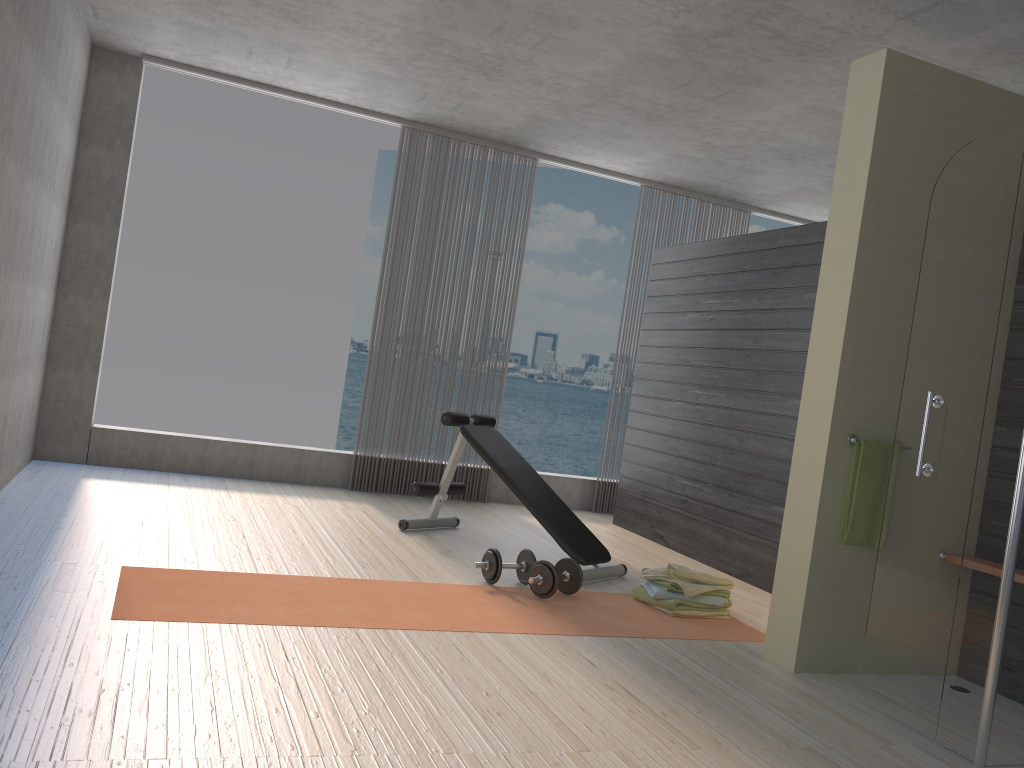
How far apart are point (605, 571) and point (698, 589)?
0.7m

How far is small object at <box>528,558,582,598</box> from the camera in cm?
407

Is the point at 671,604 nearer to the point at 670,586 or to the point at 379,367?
the point at 670,586

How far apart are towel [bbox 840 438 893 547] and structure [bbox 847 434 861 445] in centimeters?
2cm

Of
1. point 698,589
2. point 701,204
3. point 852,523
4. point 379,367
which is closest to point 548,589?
point 698,589

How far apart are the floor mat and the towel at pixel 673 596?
0.1m

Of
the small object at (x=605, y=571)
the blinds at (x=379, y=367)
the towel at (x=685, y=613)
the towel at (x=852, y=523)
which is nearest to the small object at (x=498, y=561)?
the small object at (x=605, y=571)

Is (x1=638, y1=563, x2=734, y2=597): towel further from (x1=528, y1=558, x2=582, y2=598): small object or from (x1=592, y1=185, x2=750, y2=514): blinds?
(x1=592, y1=185, x2=750, y2=514): blinds

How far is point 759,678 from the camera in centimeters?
339cm

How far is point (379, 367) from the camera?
6.6 meters
